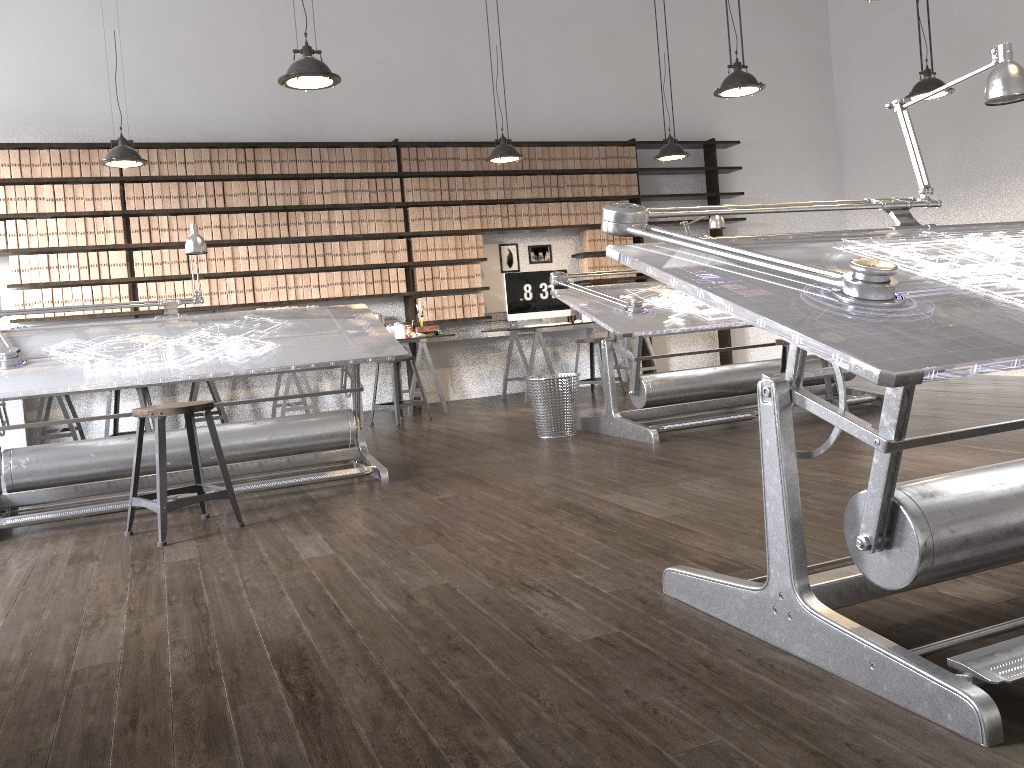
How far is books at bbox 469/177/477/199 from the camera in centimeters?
824cm

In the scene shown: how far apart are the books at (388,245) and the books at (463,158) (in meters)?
1.03

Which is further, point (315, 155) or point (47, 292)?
point (315, 155)

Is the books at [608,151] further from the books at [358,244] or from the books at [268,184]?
the books at [268,184]

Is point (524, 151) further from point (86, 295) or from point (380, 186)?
point (86, 295)

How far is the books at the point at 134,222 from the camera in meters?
7.2

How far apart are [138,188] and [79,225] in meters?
0.5 m

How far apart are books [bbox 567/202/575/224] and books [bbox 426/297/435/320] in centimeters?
167cm

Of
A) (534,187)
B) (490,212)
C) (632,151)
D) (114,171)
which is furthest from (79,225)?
(632,151)

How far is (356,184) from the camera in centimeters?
783cm
